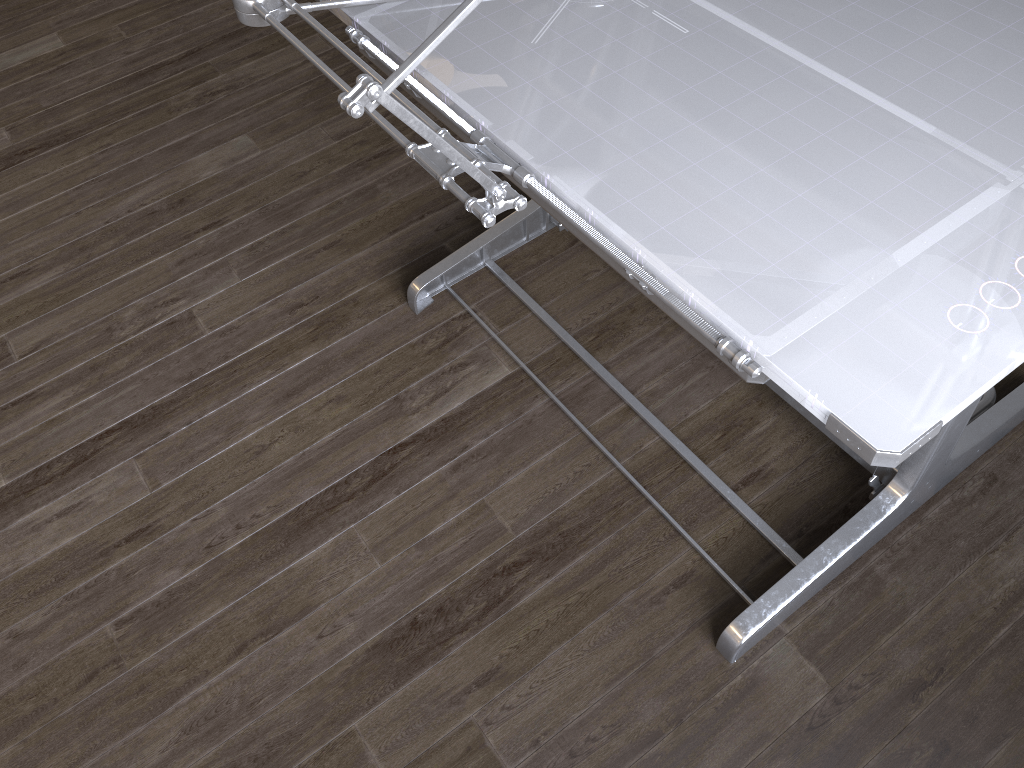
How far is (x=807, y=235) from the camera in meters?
1.0 m

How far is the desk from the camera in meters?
0.9 m

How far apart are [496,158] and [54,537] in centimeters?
126cm

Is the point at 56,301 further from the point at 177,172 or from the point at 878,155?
the point at 878,155

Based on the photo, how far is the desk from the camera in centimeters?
94cm
